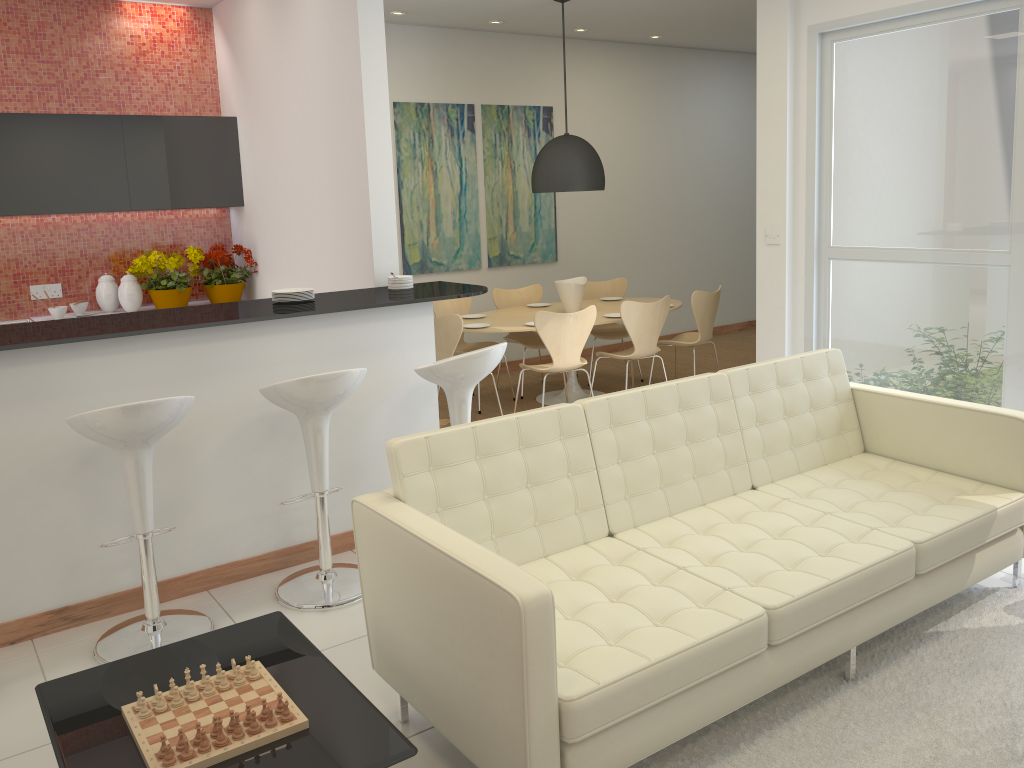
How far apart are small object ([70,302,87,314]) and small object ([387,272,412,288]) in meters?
2.7 m

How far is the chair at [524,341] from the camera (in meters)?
7.65

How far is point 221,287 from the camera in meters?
6.4

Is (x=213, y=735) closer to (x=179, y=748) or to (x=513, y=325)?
(x=179, y=748)

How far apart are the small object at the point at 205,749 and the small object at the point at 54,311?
4.7m

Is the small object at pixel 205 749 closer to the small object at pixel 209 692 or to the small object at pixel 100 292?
the small object at pixel 209 692

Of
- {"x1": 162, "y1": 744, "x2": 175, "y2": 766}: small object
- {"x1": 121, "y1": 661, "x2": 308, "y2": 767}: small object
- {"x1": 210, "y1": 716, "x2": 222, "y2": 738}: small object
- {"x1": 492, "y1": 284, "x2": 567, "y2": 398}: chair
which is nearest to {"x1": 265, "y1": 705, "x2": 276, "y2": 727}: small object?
{"x1": 121, "y1": 661, "x2": 308, "y2": 767}: small object

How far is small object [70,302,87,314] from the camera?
6.2m

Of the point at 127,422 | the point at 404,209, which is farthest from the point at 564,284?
the point at 127,422

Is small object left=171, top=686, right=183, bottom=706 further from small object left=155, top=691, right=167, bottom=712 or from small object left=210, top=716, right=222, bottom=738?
small object left=210, top=716, right=222, bottom=738
